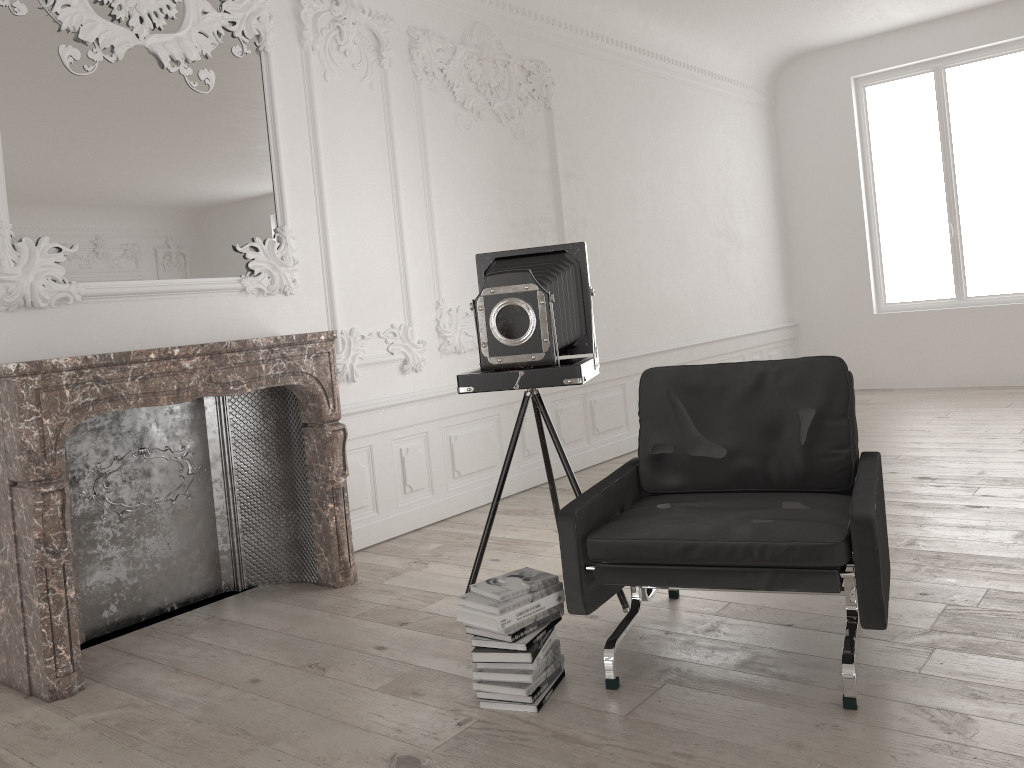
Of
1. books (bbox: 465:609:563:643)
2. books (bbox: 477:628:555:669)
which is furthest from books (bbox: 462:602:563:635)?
books (bbox: 477:628:555:669)

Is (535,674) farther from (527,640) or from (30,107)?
(30,107)

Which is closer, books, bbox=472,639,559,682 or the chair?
the chair

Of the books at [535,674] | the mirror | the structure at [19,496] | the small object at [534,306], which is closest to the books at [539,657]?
the books at [535,674]

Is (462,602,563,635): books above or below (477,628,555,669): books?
above

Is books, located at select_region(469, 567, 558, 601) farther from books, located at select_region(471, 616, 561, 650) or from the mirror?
the mirror

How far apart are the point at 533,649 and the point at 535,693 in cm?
15

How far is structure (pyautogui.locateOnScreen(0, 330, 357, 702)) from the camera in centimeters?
328cm

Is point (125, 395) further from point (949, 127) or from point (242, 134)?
point (949, 127)

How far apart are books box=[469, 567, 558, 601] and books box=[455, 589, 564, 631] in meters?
0.0 m
